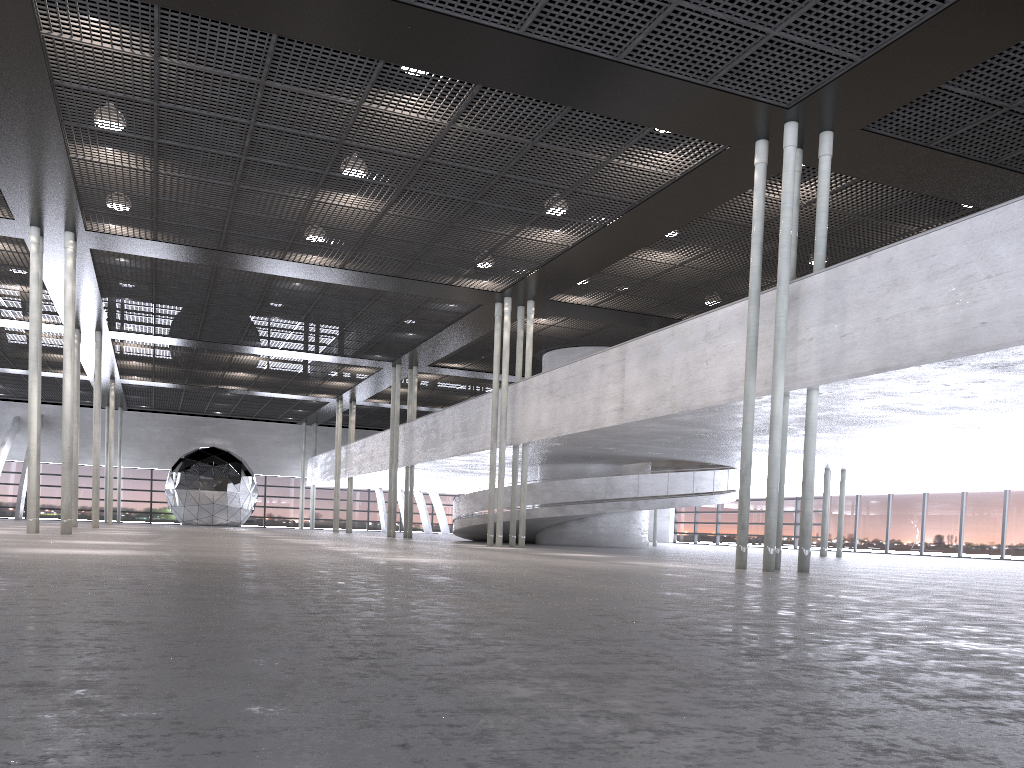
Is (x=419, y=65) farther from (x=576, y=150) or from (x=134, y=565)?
(x=134, y=565)
